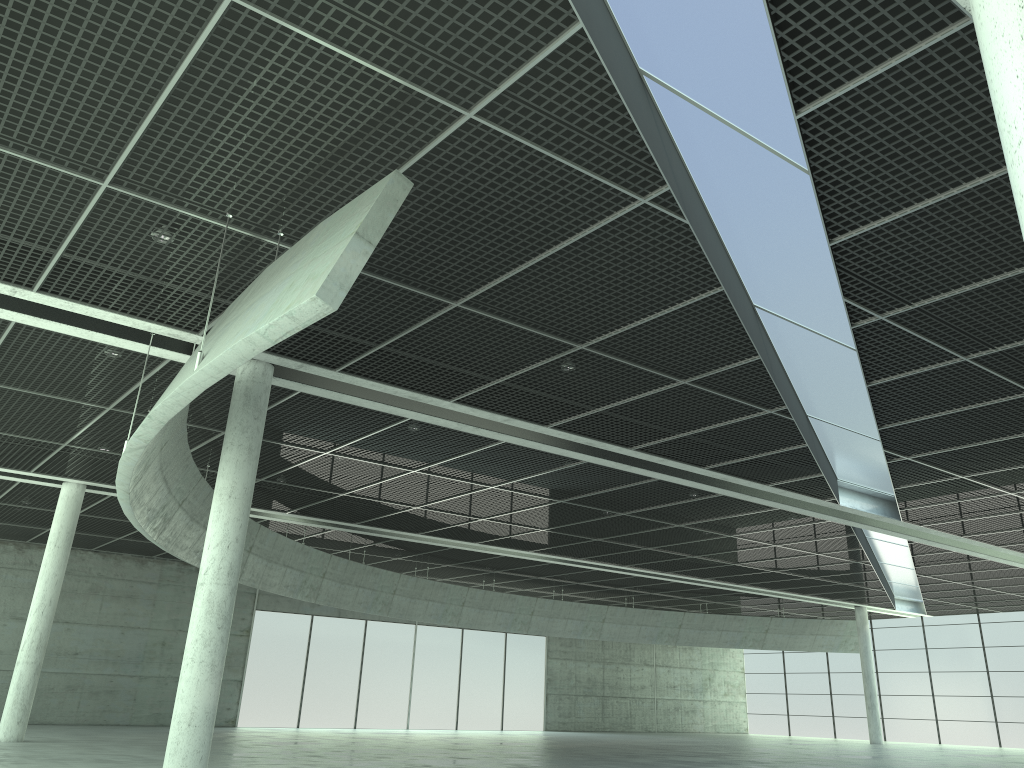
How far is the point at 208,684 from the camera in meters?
26.0 m

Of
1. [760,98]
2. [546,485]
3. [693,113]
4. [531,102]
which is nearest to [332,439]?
[546,485]
